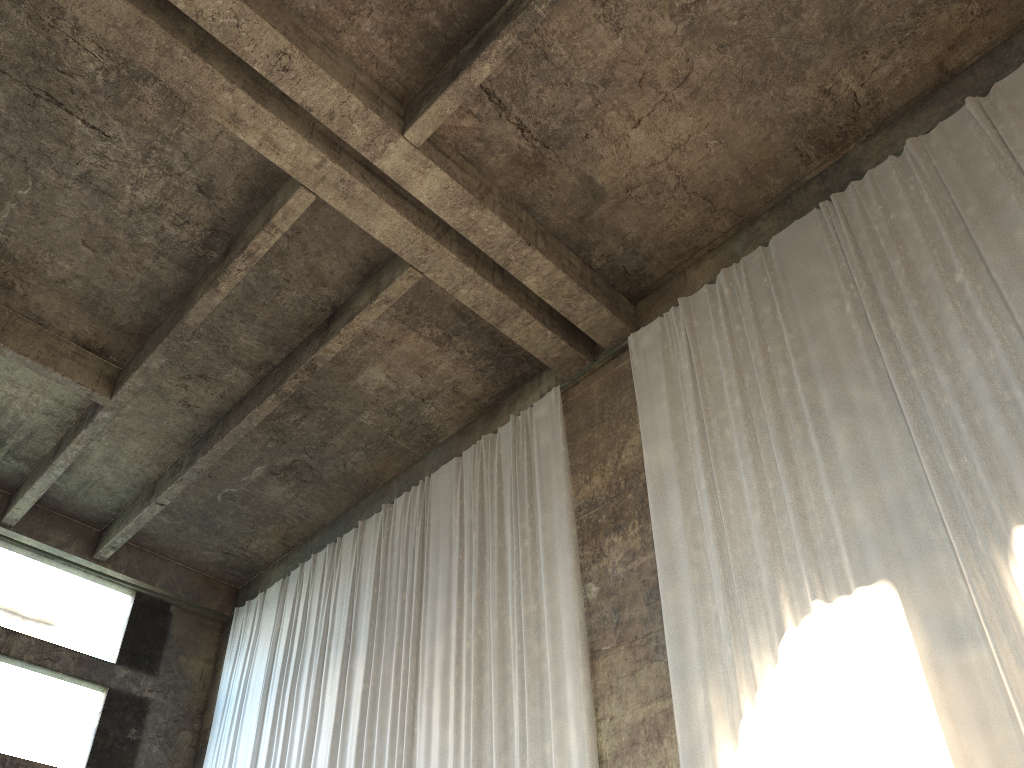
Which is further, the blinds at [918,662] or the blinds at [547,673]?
the blinds at [547,673]

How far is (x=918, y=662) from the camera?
6.0 meters

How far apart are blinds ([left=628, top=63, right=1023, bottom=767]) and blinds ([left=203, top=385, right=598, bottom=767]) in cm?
100

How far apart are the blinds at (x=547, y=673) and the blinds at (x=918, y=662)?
1.0 meters

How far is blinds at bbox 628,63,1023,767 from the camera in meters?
6.0

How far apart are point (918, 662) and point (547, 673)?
3.8m

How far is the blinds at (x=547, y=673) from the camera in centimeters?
870cm

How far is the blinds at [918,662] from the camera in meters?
6.0

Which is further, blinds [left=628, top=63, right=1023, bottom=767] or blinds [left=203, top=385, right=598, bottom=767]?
blinds [left=203, top=385, right=598, bottom=767]
